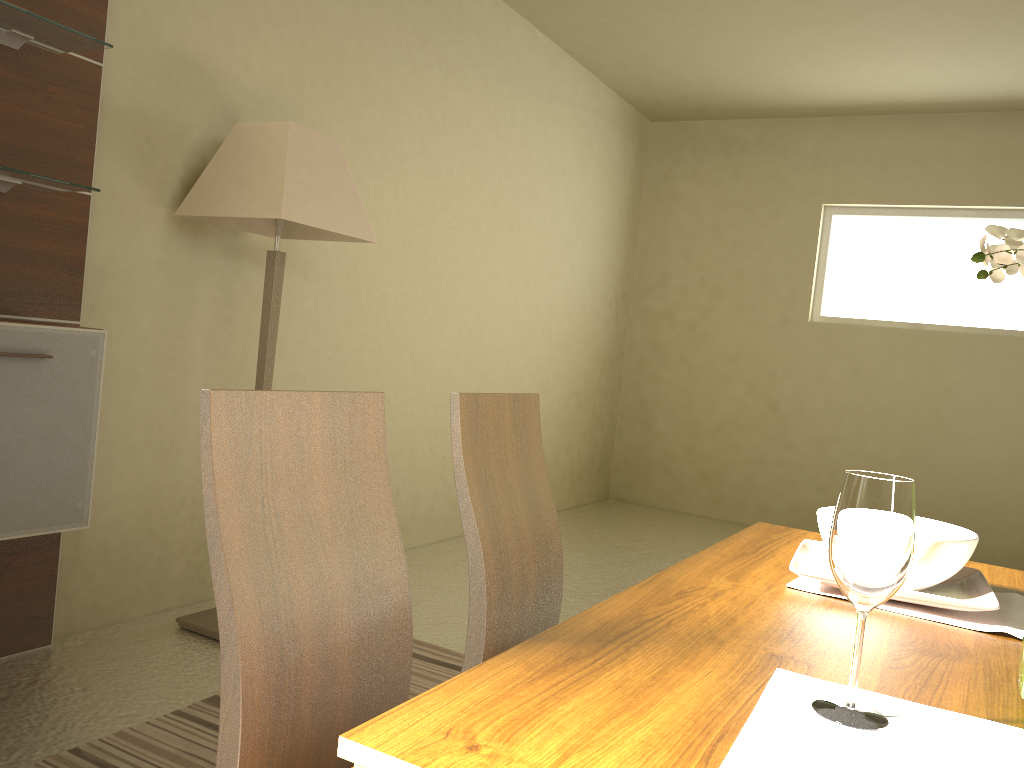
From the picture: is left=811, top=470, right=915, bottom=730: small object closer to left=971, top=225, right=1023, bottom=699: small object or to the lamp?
left=971, top=225, right=1023, bottom=699: small object

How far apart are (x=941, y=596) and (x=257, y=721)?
0.93m

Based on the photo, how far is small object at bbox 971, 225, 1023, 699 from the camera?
0.95m

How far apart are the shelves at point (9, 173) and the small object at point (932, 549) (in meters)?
2.14

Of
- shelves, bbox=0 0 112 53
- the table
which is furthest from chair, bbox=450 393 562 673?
shelves, bbox=0 0 112 53

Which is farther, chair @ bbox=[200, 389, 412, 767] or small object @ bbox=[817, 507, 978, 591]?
small object @ bbox=[817, 507, 978, 591]

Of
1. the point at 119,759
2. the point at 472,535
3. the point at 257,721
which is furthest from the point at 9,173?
the point at 257,721

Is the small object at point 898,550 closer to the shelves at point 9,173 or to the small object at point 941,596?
the small object at point 941,596

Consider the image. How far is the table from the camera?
0.72m

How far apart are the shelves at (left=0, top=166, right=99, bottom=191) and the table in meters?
2.0 m
